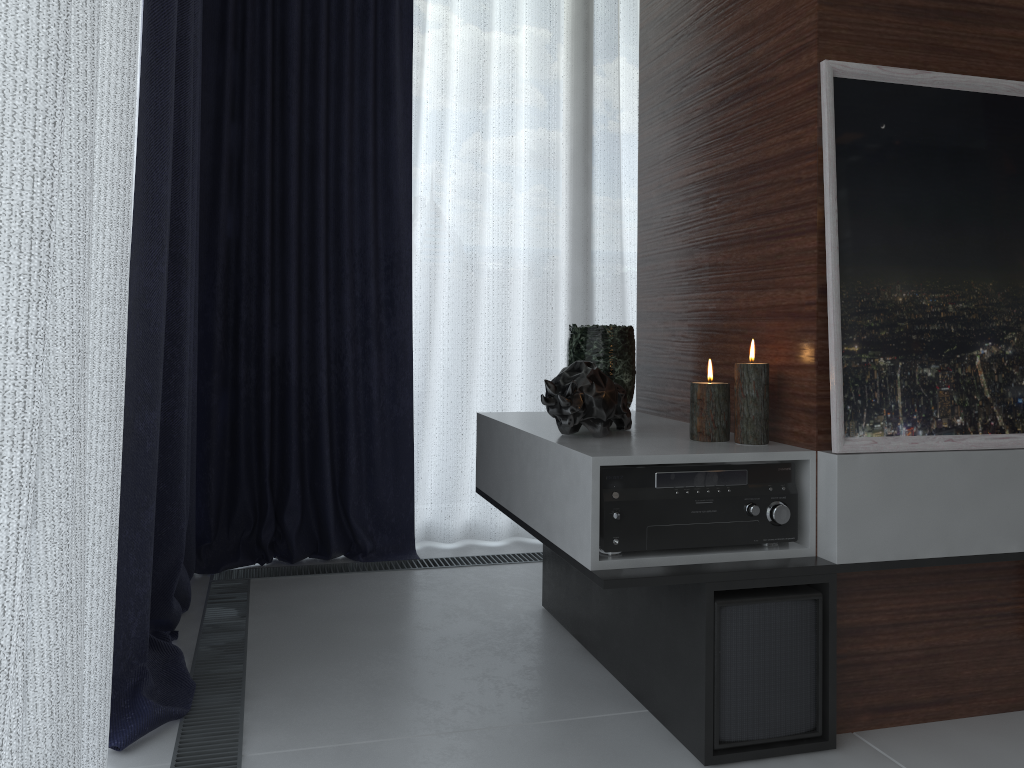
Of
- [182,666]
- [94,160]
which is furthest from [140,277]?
[182,666]

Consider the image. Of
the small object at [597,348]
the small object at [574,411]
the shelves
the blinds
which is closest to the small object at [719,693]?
the shelves

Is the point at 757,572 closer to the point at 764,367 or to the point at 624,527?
the point at 624,527

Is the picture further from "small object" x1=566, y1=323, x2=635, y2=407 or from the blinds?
the blinds

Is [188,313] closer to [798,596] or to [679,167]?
[679,167]

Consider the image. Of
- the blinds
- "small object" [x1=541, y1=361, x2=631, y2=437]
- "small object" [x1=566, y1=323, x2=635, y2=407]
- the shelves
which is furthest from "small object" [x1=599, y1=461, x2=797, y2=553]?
the blinds

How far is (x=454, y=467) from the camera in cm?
294

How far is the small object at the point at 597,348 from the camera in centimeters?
206cm

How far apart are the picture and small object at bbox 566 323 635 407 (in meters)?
0.60

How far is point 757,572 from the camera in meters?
1.5
